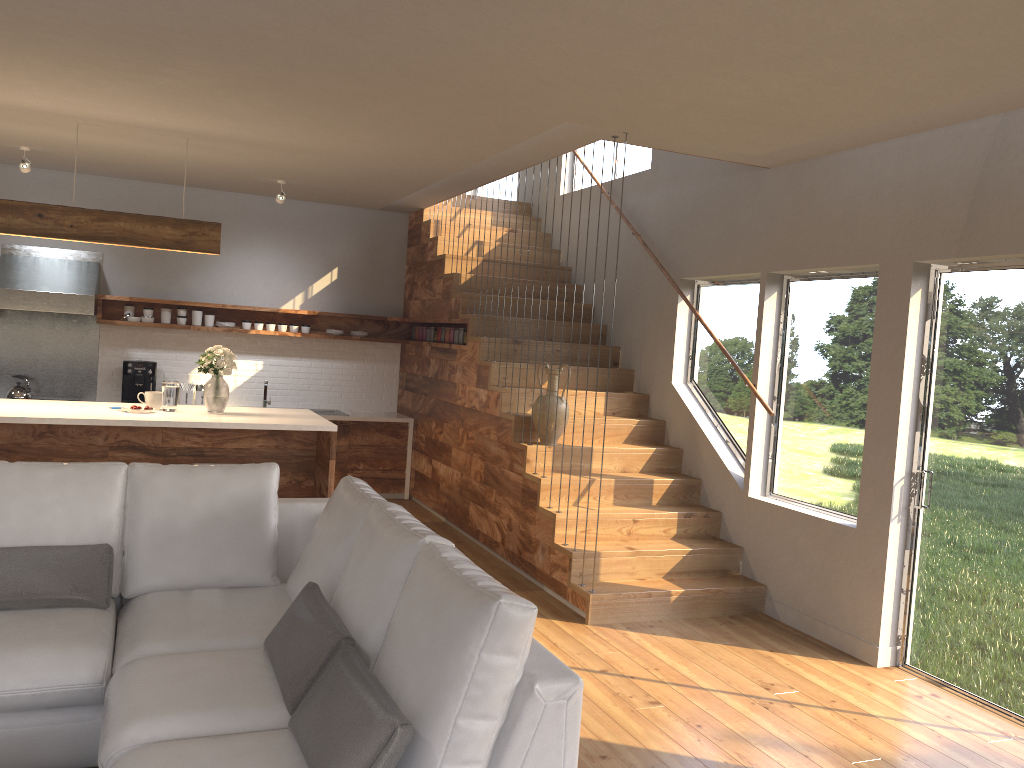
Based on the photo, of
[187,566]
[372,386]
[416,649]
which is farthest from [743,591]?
[372,386]

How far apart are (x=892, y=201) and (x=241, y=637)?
3.9 meters

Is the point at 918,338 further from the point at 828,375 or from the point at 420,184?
the point at 420,184

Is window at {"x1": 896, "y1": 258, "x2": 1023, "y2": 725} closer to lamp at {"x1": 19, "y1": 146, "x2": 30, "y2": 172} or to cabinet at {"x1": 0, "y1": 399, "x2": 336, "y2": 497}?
cabinet at {"x1": 0, "y1": 399, "x2": 336, "y2": 497}

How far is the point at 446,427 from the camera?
7.6 meters

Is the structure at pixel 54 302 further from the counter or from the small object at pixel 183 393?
the counter

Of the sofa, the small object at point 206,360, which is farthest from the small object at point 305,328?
the sofa

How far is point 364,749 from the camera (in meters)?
2.08

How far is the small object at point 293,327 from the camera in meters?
8.4 m

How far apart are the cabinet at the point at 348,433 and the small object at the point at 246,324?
1.3m
